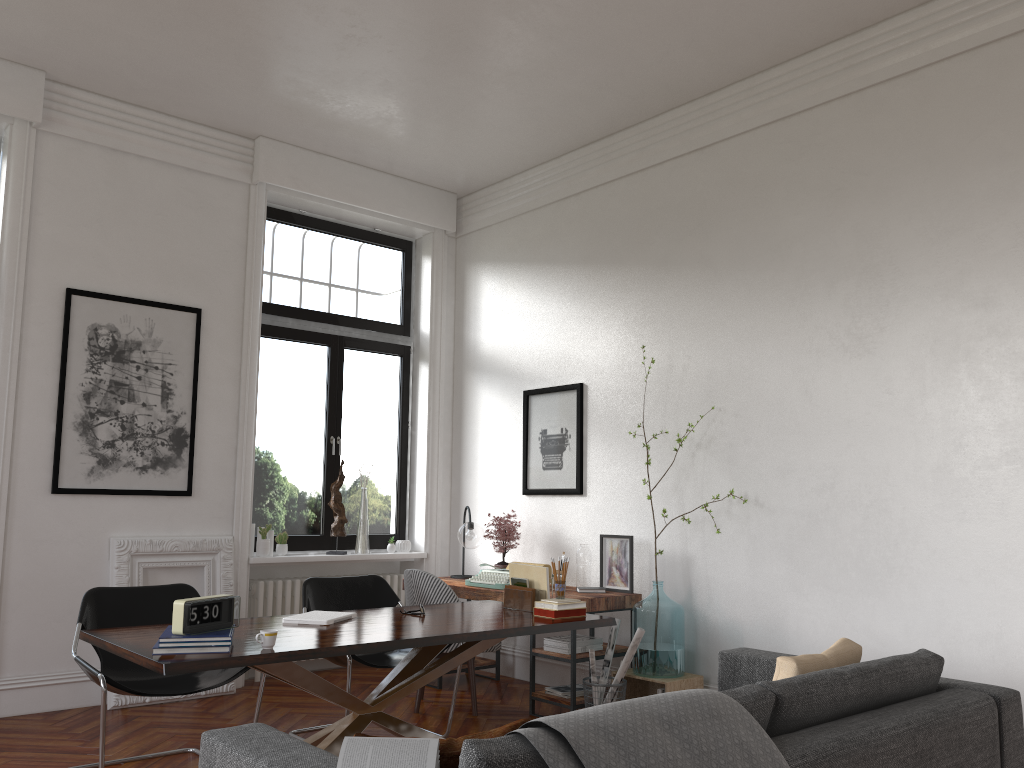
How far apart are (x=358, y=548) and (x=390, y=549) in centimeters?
30cm

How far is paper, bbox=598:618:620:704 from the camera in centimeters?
529cm

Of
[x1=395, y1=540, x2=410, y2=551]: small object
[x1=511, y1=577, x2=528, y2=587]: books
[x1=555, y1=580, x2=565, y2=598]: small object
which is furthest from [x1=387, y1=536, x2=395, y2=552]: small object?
[x1=555, y1=580, x2=565, y2=598]: small object

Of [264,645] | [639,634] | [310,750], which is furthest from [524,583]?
[310,750]

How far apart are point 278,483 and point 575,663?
2.8 meters

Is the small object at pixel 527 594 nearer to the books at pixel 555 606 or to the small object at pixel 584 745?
the books at pixel 555 606

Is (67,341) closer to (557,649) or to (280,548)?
(280,548)

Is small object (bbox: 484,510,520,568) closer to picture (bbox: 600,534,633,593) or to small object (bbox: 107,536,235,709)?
picture (bbox: 600,534,633,593)

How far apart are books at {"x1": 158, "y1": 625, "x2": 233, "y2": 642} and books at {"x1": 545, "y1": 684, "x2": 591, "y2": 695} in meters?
2.7

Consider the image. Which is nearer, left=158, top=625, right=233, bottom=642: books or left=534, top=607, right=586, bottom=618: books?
left=158, top=625, right=233, bottom=642: books
